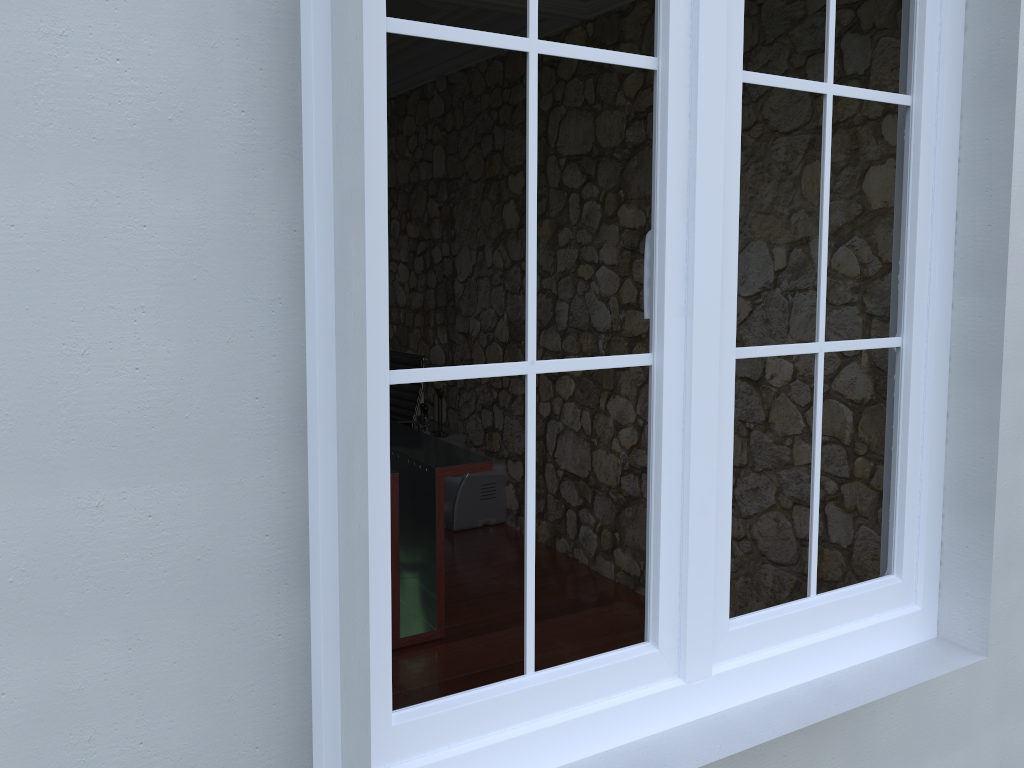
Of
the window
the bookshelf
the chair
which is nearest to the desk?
the chair

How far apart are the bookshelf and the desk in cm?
113

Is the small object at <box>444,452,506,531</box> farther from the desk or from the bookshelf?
the desk

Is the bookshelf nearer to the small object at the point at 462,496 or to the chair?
the small object at the point at 462,496

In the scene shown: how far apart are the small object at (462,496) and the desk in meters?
0.8

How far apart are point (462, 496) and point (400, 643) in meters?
1.6

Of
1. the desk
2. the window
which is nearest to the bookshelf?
the desk

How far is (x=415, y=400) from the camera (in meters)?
5.17

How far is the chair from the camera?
5.2 meters

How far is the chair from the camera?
5.17m
